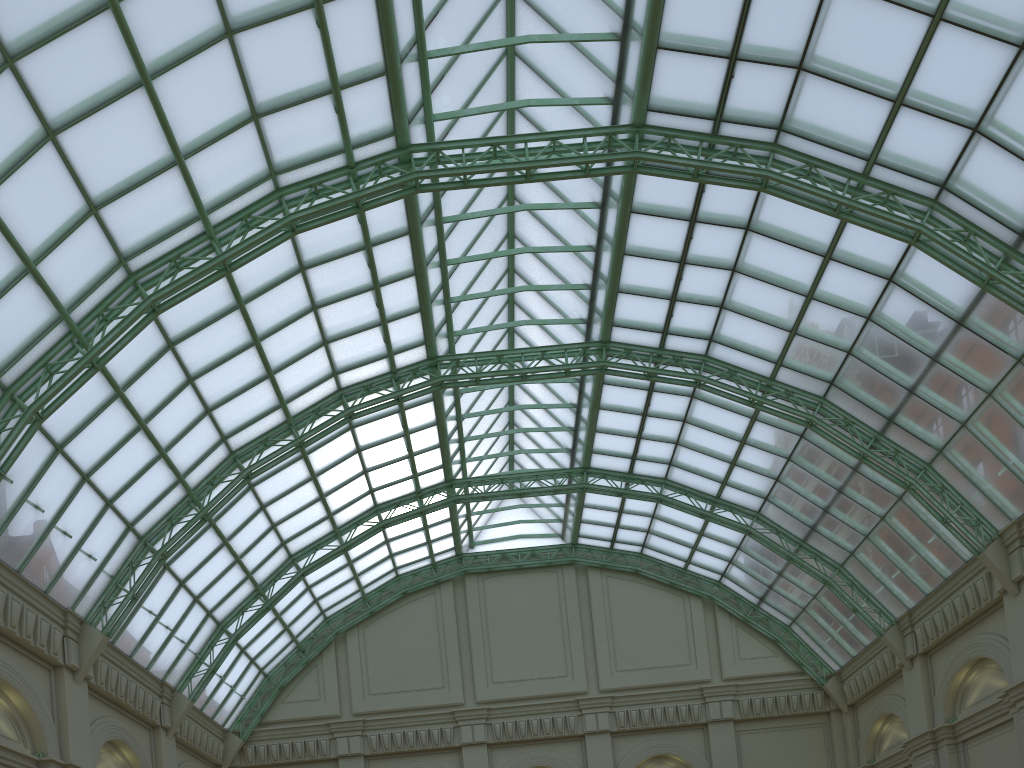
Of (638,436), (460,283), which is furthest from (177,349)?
(638,436)
